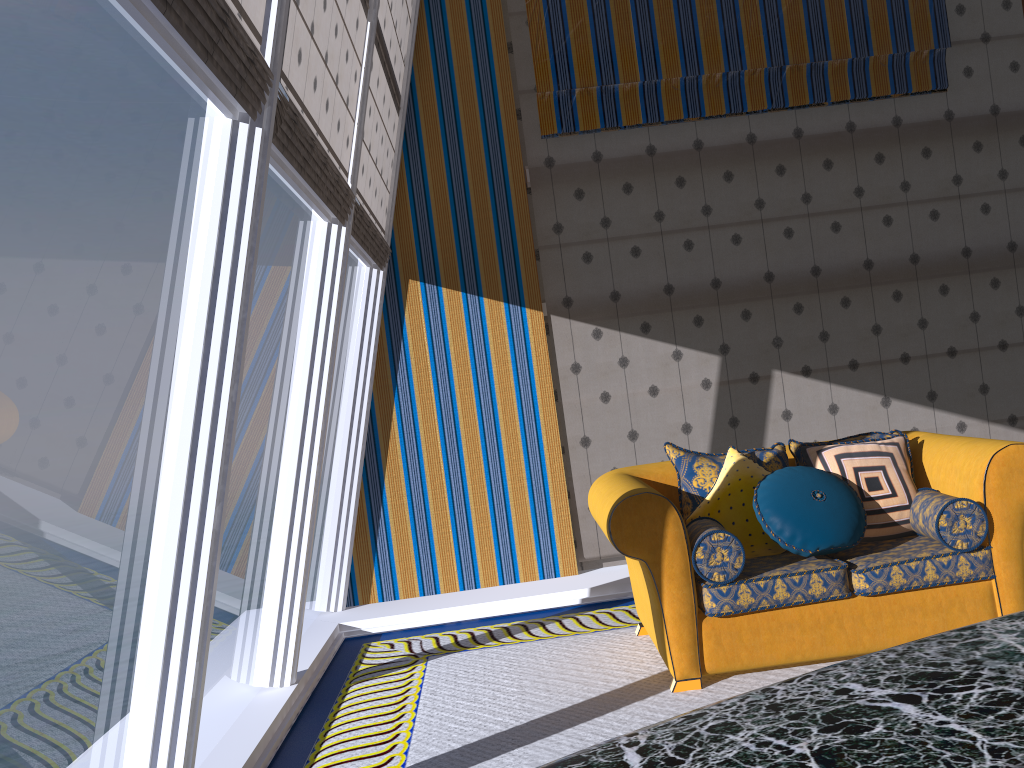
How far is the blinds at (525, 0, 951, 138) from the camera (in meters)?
5.61

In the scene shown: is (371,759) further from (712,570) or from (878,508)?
(878,508)

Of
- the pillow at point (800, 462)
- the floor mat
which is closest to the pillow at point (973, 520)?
the pillow at point (800, 462)

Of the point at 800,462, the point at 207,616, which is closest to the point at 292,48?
the point at 207,616

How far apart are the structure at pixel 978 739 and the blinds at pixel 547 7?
5.25m

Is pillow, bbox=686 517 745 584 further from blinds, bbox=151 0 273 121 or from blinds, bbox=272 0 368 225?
blinds, bbox=151 0 273 121

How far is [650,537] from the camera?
3.5 meters

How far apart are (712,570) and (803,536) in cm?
41

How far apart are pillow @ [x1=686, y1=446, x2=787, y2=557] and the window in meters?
1.7 m

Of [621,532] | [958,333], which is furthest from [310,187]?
[958,333]
